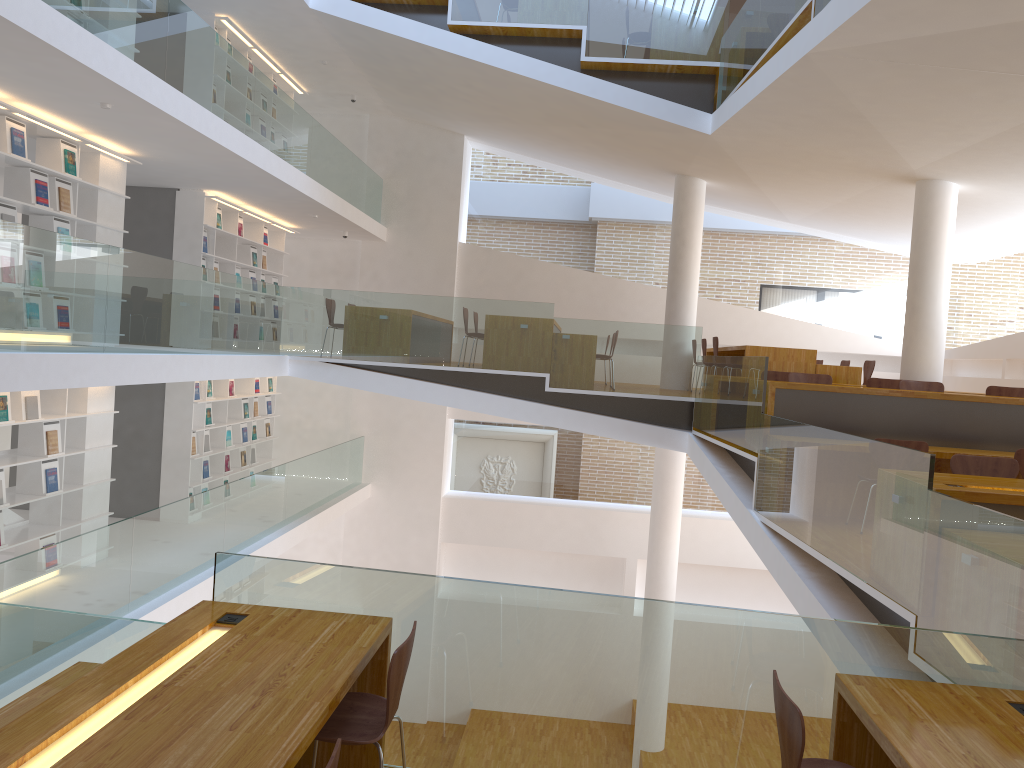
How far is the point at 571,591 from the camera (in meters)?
3.35

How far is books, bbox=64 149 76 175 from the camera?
7.5 meters

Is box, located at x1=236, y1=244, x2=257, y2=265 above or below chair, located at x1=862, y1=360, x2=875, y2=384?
above

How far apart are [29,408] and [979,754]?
7.1 meters

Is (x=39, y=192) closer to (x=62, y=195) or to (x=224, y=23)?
(x=62, y=195)

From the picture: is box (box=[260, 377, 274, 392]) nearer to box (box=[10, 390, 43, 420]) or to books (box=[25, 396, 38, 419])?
books (box=[25, 396, 38, 419])

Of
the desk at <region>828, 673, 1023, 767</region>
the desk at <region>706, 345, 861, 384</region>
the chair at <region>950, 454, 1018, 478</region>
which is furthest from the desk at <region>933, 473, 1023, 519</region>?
the desk at <region>706, 345, 861, 384</region>

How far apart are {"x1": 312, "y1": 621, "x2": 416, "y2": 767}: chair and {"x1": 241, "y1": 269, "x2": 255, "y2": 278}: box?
9.62m

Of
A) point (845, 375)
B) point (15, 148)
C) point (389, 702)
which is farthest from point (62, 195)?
point (845, 375)

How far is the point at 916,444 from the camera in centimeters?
621cm
